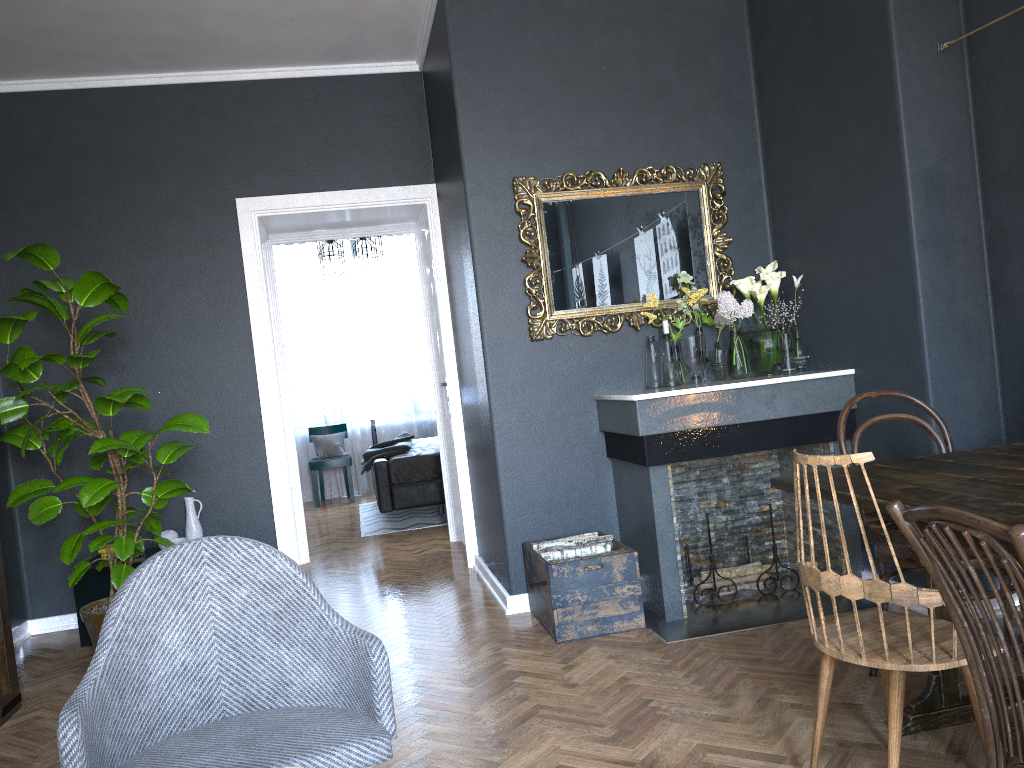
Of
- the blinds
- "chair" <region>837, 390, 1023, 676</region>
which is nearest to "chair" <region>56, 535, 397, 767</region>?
"chair" <region>837, 390, 1023, 676</region>

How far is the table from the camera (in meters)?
1.95

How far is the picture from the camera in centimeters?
333cm

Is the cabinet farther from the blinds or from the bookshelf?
the blinds

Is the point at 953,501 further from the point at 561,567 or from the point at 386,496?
the point at 386,496

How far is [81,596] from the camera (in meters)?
4.39

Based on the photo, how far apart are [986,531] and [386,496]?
5.8m

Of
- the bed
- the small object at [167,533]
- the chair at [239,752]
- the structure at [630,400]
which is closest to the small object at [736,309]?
the structure at [630,400]

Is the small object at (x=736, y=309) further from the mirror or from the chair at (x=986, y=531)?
the chair at (x=986, y=531)

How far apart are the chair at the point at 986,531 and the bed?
5.6 meters
